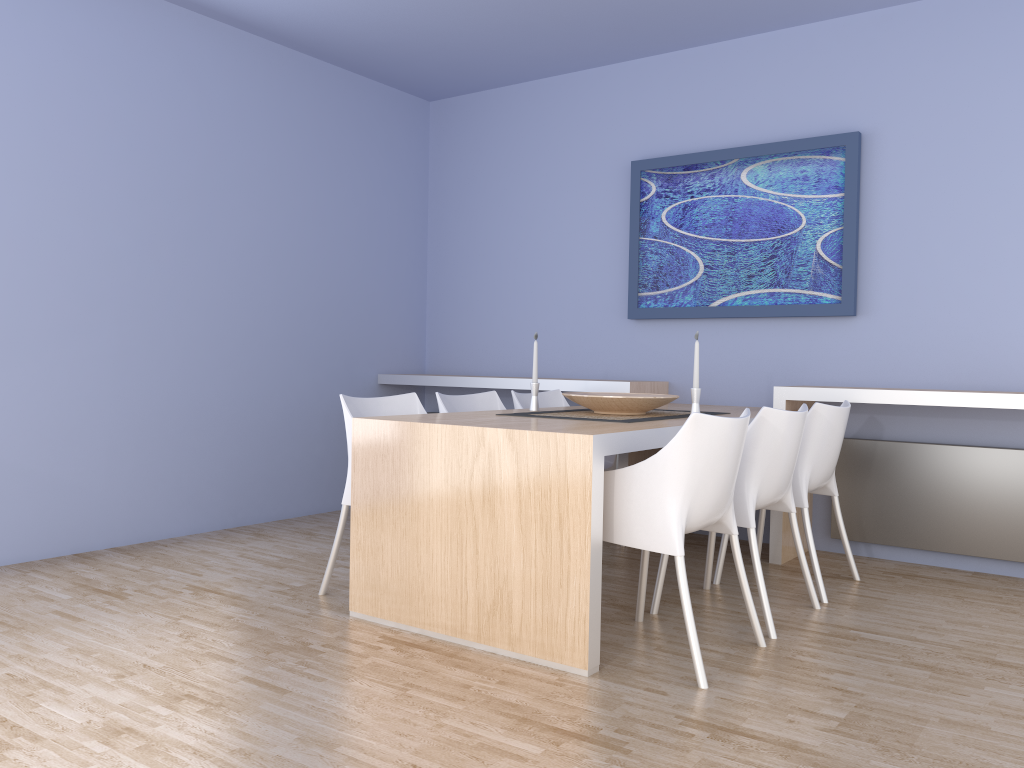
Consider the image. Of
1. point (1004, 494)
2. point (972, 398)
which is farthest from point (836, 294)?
point (1004, 494)

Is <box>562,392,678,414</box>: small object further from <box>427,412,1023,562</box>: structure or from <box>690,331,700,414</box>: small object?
<box>427,412,1023,562</box>: structure

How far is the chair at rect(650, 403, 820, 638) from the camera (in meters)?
3.10

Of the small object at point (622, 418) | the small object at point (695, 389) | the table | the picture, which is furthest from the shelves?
the small object at point (695, 389)

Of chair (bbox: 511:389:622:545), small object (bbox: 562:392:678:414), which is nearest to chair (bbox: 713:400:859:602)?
small object (bbox: 562:392:678:414)

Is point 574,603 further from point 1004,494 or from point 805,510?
point 1004,494

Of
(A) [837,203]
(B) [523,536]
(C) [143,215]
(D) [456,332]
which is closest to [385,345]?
(D) [456,332]

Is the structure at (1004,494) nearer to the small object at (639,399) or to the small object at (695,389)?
→ the small object at (639,399)

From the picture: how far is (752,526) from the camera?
3.10m

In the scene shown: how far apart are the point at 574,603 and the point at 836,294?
2.5 meters
